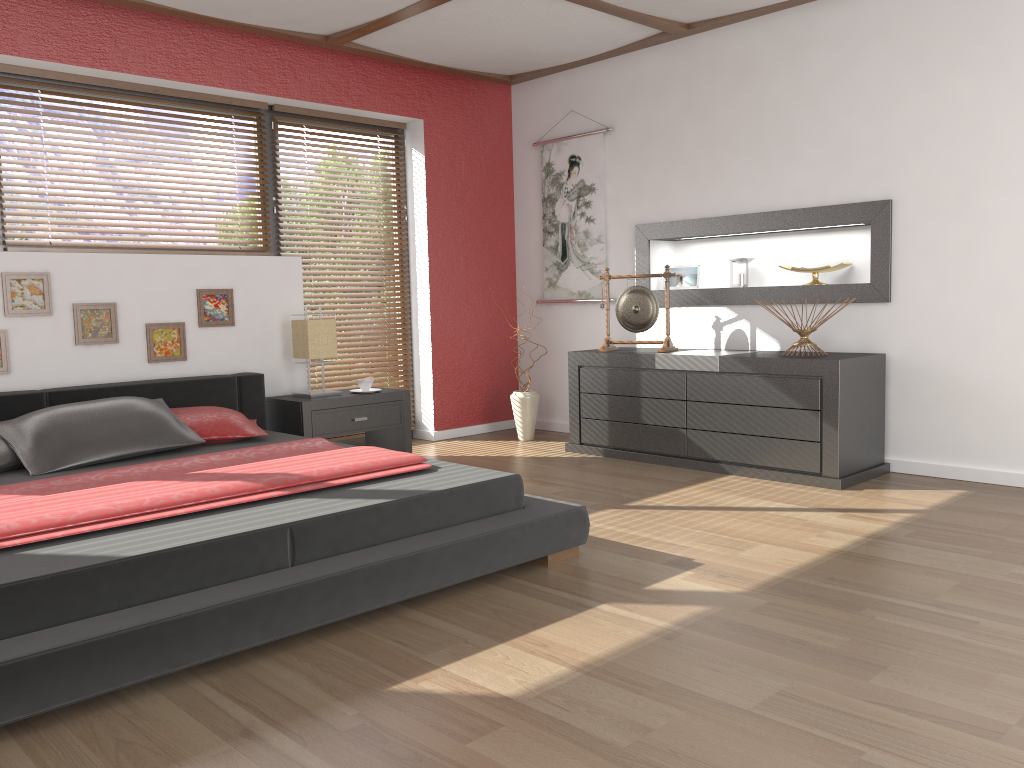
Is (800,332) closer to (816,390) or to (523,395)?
(816,390)

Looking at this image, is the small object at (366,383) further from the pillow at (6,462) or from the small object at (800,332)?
the small object at (800,332)

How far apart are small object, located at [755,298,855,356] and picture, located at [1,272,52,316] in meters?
3.6

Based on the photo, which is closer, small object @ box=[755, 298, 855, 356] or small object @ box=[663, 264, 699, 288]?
small object @ box=[755, 298, 855, 356]

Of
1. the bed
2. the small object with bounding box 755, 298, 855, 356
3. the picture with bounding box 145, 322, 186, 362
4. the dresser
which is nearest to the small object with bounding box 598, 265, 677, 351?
the dresser

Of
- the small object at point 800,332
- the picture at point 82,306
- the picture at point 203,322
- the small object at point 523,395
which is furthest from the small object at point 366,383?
the small object at point 800,332

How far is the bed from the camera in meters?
2.0 m

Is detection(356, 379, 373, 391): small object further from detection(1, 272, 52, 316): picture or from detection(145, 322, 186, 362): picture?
detection(1, 272, 52, 316): picture

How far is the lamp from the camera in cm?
479

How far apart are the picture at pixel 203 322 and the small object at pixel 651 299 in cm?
212
